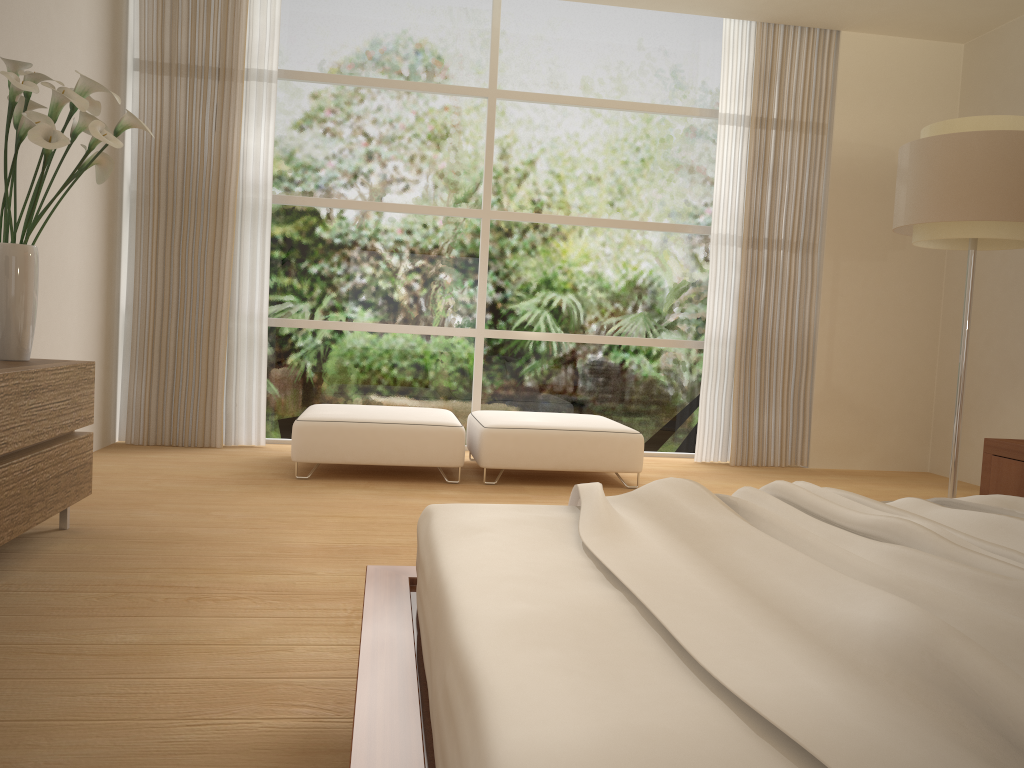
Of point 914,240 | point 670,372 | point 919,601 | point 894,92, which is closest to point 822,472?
point 670,372

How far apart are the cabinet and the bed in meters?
1.3 m

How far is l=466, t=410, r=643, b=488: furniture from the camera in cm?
497

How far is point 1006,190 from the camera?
4.14m

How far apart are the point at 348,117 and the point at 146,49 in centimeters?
133cm

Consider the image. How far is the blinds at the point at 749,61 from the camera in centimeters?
623cm

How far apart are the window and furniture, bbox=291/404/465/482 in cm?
81

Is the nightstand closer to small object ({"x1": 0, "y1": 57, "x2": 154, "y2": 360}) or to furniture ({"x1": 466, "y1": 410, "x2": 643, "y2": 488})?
furniture ({"x1": 466, "y1": 410, "x2": 643, "y2": 488})

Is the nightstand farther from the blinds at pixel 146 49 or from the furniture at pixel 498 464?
the blinds at pixel 146 49

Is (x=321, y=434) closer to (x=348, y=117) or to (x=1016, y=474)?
(x=348, y=117)
